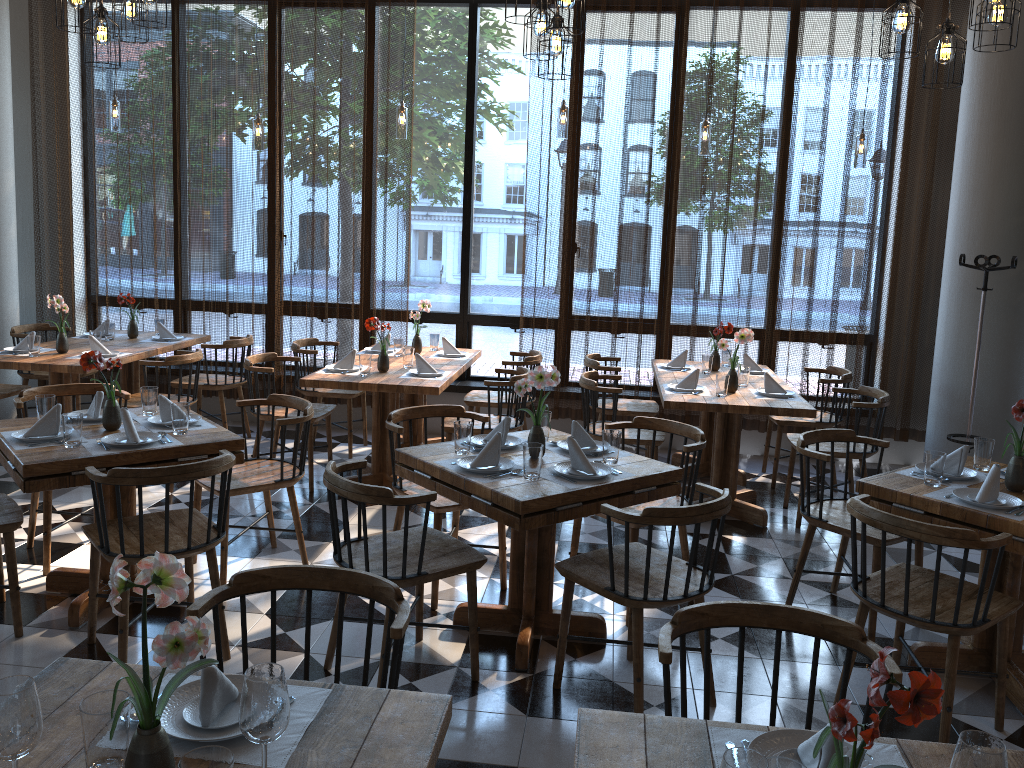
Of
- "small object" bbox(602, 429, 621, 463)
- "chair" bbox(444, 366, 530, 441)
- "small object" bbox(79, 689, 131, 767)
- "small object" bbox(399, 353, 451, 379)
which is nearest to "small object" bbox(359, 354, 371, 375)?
"small object" bbox(399, 353, 451, 379)

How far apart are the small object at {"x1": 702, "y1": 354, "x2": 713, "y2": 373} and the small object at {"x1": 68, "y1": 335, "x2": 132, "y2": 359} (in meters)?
3.95

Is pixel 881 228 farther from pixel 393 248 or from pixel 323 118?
pixel 323 118

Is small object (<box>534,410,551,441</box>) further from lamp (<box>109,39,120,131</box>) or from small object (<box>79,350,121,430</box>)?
lamp (<box>109,39,120,131</box>)

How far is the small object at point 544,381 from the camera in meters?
3.5 m

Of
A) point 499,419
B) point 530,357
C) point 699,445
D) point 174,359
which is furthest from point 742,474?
point 174,359

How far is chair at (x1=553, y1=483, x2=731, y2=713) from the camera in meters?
3.0 m

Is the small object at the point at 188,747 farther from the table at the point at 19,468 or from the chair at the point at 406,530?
the table at the point at 19,468

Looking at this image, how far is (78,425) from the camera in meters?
3.6

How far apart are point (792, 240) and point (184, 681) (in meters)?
5.86
